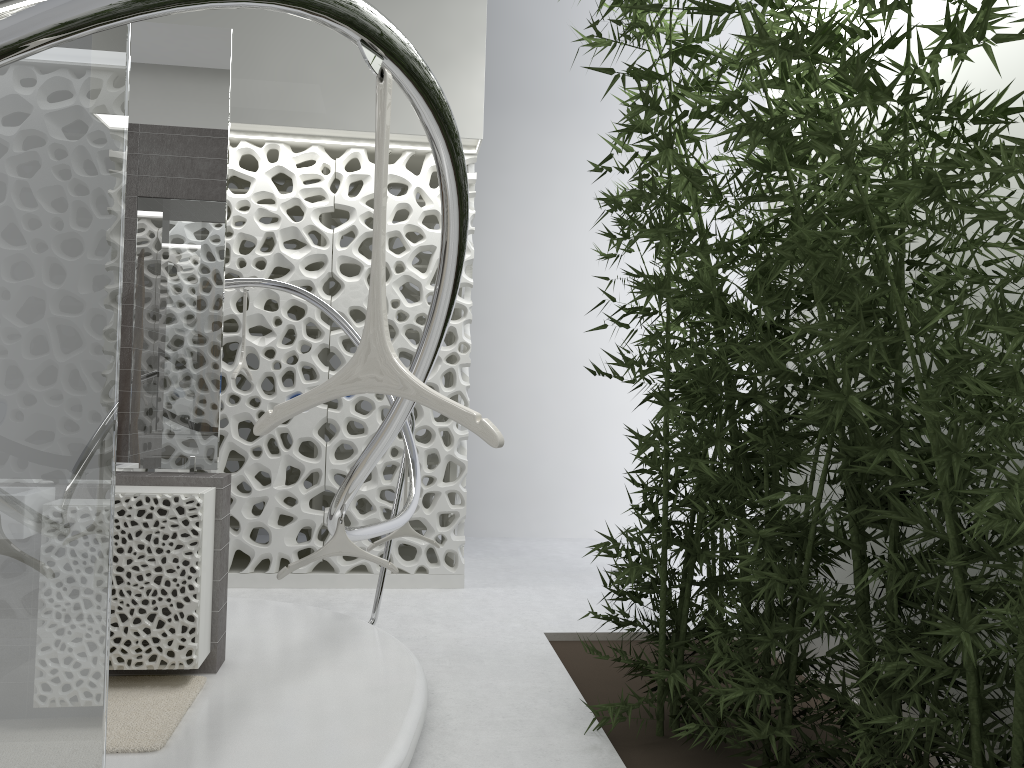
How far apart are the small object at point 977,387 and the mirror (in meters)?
1.66

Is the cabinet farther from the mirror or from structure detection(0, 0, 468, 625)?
structure detection(0, 0, 468, 625)

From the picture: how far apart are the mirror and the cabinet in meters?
0.1 m

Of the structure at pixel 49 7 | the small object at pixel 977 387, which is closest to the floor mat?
the structure at pixel 49 7

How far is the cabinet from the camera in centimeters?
354cm

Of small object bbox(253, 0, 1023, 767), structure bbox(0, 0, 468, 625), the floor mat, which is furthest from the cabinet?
small object bbox(253, 0, 1023, 767)

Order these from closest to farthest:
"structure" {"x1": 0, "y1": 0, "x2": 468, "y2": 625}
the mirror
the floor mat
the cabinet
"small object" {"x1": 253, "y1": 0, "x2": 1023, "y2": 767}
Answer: "structure" {"x1": 0, "y1": 0, "x2": 468, "y2": 625} → "small object" {"x1": 253, "y1": 0, "x2": 1023, "y2": 767} → the floor mat → the cabinet → the mirror

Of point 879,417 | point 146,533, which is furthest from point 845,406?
point 146,533

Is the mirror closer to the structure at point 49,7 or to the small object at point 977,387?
the structure at point 49,7

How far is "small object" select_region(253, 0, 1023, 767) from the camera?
1.9 meters
